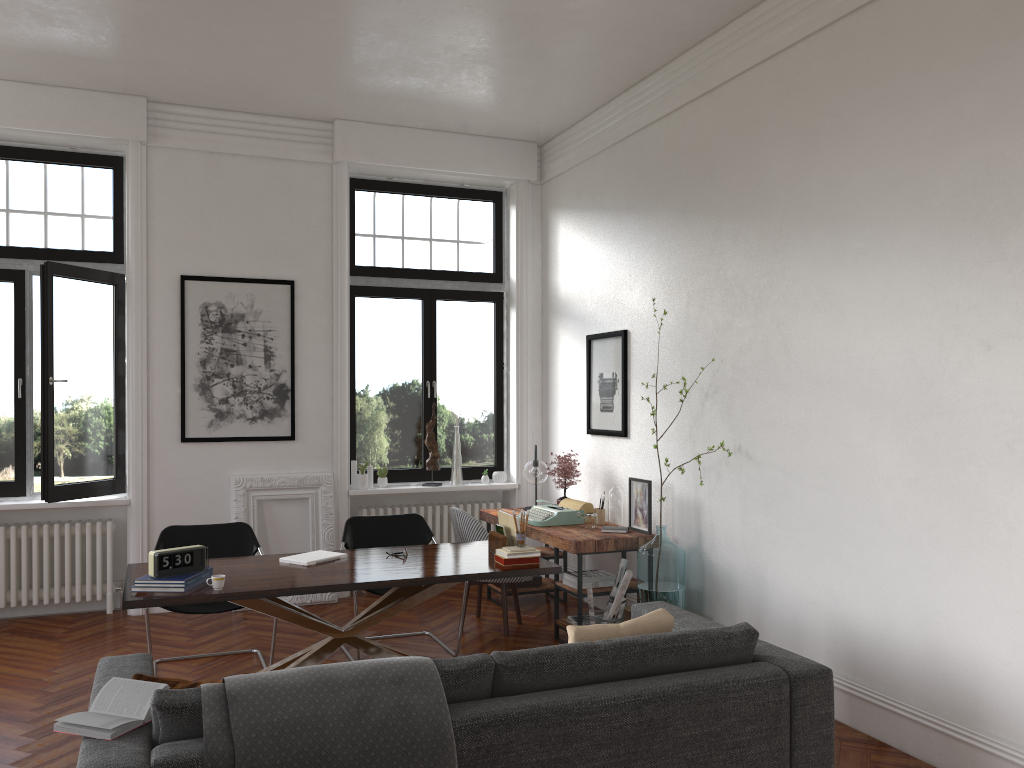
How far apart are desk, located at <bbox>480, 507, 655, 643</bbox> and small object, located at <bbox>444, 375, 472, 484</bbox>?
0.65m

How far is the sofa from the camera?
2.7 meters

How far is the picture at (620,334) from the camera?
6.8m

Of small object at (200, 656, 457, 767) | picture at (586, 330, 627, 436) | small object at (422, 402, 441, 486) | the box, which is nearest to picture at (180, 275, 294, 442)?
small object at (422, 402, 441, 486)

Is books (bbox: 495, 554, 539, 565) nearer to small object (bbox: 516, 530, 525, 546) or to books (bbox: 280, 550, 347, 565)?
small object (bbox: 516, 530, 525, 546)

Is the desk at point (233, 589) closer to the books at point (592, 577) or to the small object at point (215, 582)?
→ the small object at point (215, 582)

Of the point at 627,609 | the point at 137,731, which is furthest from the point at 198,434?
the point at 137,731

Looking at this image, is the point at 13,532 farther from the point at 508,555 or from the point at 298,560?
the point at 508,555

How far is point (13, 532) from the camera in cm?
667

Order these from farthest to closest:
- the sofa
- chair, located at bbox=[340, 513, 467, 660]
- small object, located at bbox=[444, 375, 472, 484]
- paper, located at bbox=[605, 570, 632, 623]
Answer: small object, located at bbox=[444, 375, 472, 484]
chair, located at bbox=[340, 513, 467, 660]
paper, located at bbox=[605, 570, 632, 623]
the sofa
